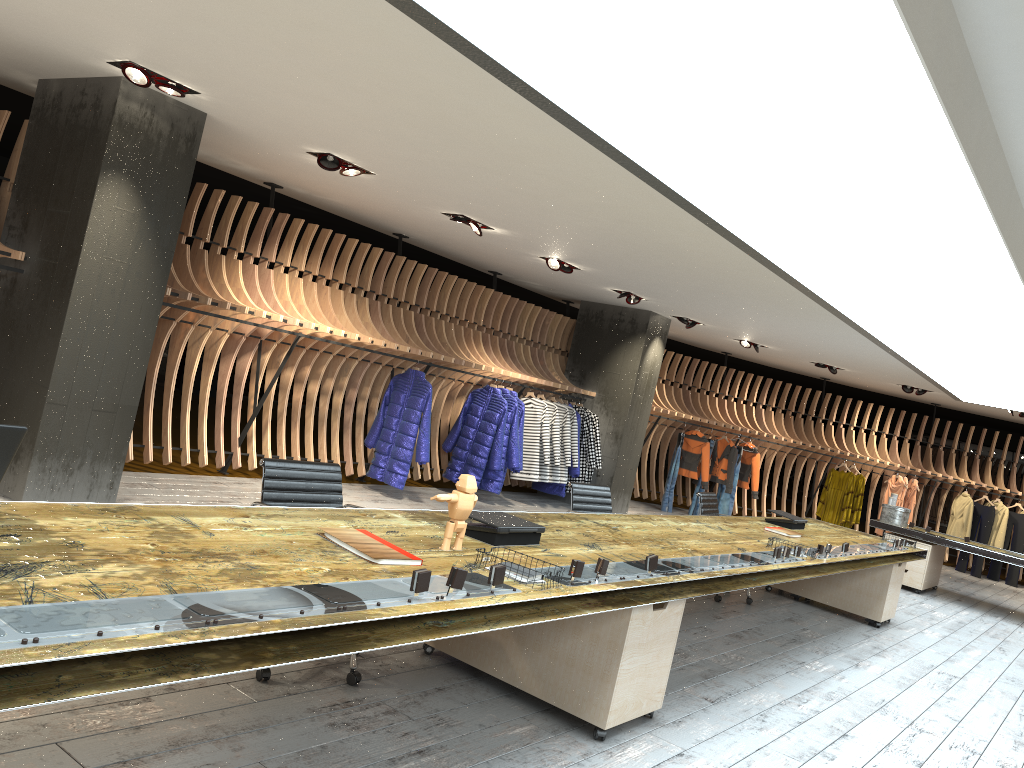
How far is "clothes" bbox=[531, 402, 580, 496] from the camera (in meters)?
11.48

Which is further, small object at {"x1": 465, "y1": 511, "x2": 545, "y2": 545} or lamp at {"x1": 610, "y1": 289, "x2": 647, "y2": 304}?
lamp at {"x1": 610, "y1": 289, "x2": 647, "y2": 304}

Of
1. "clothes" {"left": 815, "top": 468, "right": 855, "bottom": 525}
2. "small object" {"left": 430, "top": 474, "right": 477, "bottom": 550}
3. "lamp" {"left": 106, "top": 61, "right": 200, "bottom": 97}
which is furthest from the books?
"clothes" {"left": 815, "top": 468, "right": 855, "bottom": 525}

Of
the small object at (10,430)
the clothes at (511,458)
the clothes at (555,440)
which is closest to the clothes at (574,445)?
the clothes at (555,440)

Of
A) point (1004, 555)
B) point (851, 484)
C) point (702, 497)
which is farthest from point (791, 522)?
point (851, 484)

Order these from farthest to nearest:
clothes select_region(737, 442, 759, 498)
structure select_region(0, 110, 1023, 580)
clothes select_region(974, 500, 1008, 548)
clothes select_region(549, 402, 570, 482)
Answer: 1. clothes select_region(974, 500, 1008, 548)
2. clothes select_region(737, 442, 759, 498)
3. clothes select_region(549, 402, 570, 482)
4. structure select_region(0, 110, 1023, 580)

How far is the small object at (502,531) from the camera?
3.76m

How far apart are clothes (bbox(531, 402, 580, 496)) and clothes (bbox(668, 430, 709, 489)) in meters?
3.3 m

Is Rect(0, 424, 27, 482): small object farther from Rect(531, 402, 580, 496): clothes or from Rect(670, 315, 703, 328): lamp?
Rect(670, 315, 703, 328): lamp

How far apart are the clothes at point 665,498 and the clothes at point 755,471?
1.4 meters
